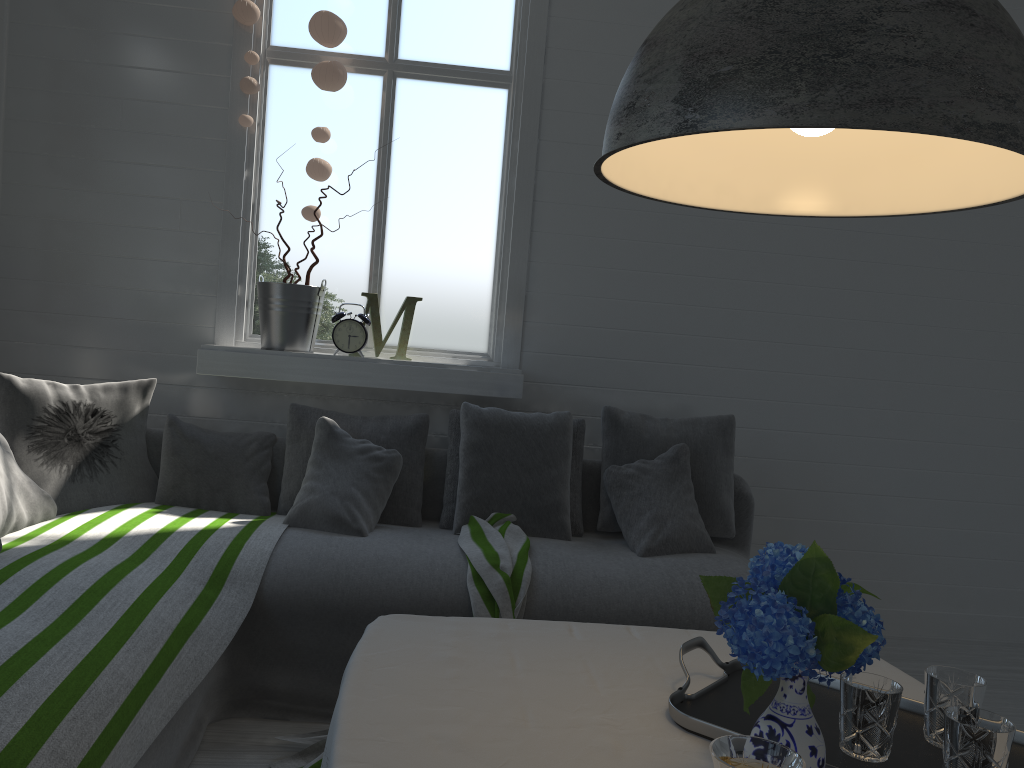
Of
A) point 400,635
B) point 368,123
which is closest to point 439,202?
point 368,123

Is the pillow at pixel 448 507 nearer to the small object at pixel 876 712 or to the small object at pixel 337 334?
the small object at pixel 337 334

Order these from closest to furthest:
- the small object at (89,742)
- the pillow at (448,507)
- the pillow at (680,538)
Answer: the small object at (89,742) → the pillow at (680,538) → the pillow at (448,507)

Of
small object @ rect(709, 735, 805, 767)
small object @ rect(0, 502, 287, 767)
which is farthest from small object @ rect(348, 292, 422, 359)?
small object @ rect(709, 735, 805, 767)

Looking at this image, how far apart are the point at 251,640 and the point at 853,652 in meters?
2.3

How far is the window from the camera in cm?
423

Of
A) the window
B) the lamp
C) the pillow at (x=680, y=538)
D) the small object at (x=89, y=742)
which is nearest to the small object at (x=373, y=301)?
the window

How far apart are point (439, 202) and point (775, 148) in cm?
304

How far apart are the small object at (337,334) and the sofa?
0.5 meters

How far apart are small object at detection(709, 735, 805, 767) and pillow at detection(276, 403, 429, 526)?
2.9m
